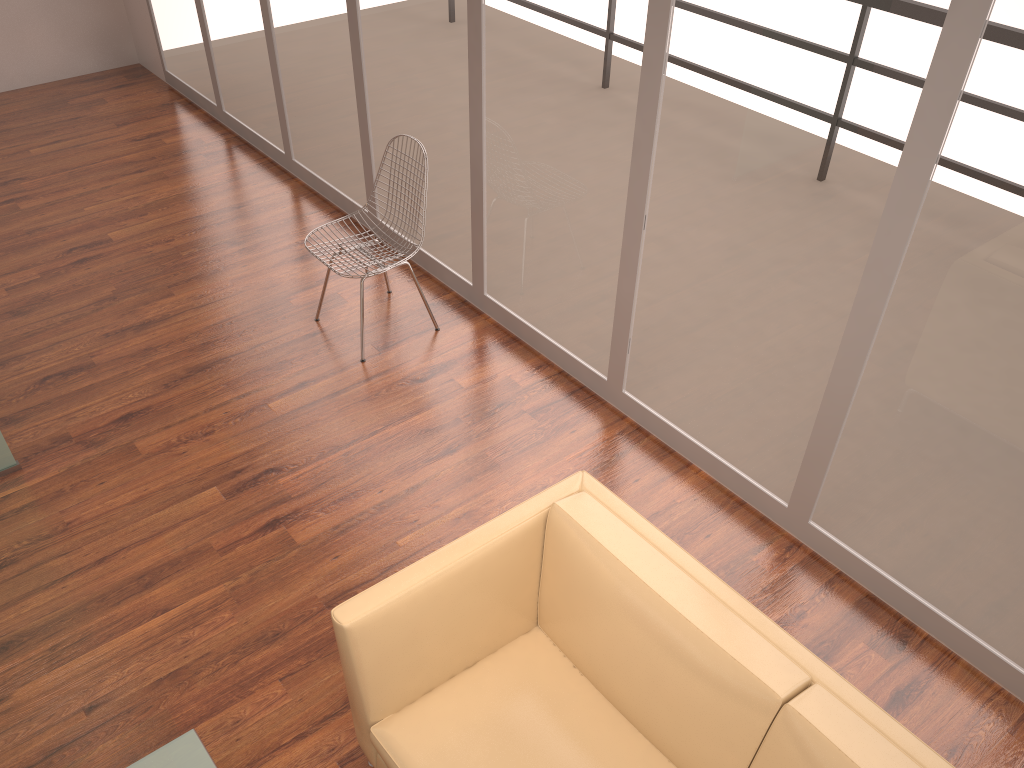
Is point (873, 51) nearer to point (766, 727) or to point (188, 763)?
point (766, 727)

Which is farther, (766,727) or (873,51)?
(873,51)

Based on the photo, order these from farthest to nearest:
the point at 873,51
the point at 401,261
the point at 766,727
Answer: the point at 401,261 → the point at 873,51 → the point at 766,727

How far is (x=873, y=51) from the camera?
2.5 meters

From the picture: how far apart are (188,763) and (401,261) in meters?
2.5

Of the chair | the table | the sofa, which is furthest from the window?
the table

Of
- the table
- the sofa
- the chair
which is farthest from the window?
the table

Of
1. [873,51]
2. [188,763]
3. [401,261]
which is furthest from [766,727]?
[401,261]

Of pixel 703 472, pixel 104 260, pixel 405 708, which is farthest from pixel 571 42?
pixel 104 260

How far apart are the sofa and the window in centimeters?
101cm
